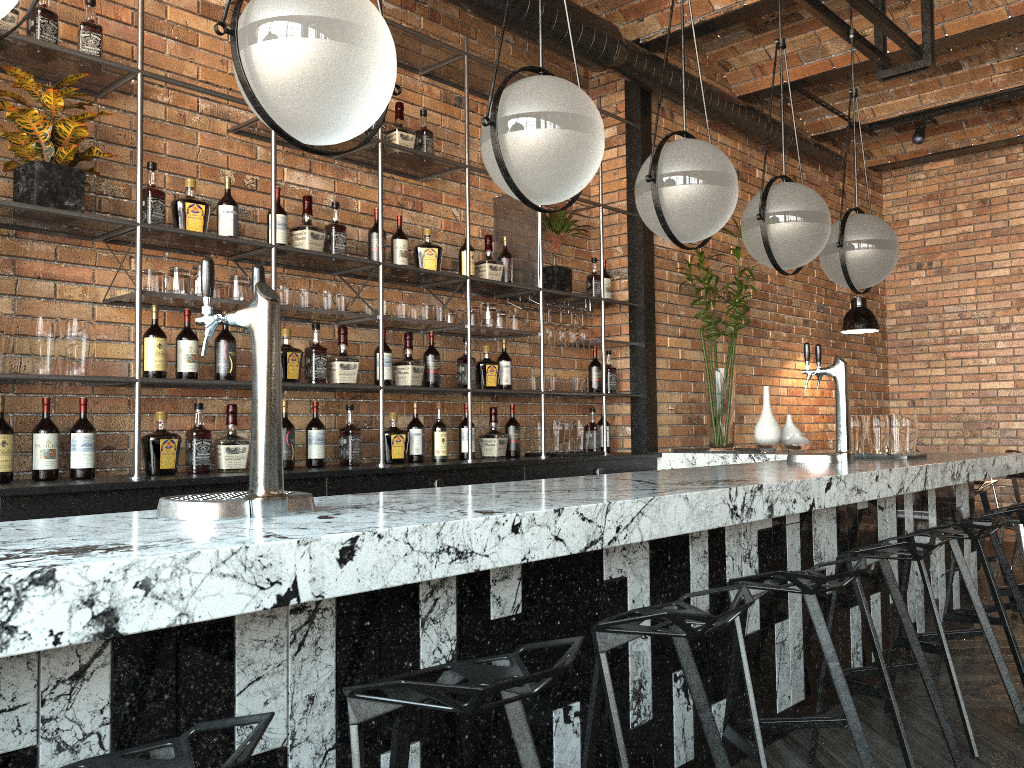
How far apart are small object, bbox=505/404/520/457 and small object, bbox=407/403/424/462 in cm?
66

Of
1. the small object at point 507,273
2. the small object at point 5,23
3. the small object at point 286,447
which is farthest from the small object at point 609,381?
the small object at point 5,23

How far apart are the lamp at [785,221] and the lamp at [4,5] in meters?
2.6 m

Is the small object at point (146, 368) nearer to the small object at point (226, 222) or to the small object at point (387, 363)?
the small object at point (226, 222)

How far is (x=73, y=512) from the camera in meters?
2.9

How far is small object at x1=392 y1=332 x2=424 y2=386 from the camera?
4.29m

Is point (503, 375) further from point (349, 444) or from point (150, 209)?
point (150, 209)

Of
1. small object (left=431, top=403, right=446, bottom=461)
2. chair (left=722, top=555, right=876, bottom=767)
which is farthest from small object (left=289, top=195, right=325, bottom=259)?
chair (left=722, top=555, right=876, bottom=767)

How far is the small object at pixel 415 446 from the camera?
4.37m

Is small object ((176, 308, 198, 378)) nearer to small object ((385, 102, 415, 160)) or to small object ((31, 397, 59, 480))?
small object ((31, 397, 59, 480))
